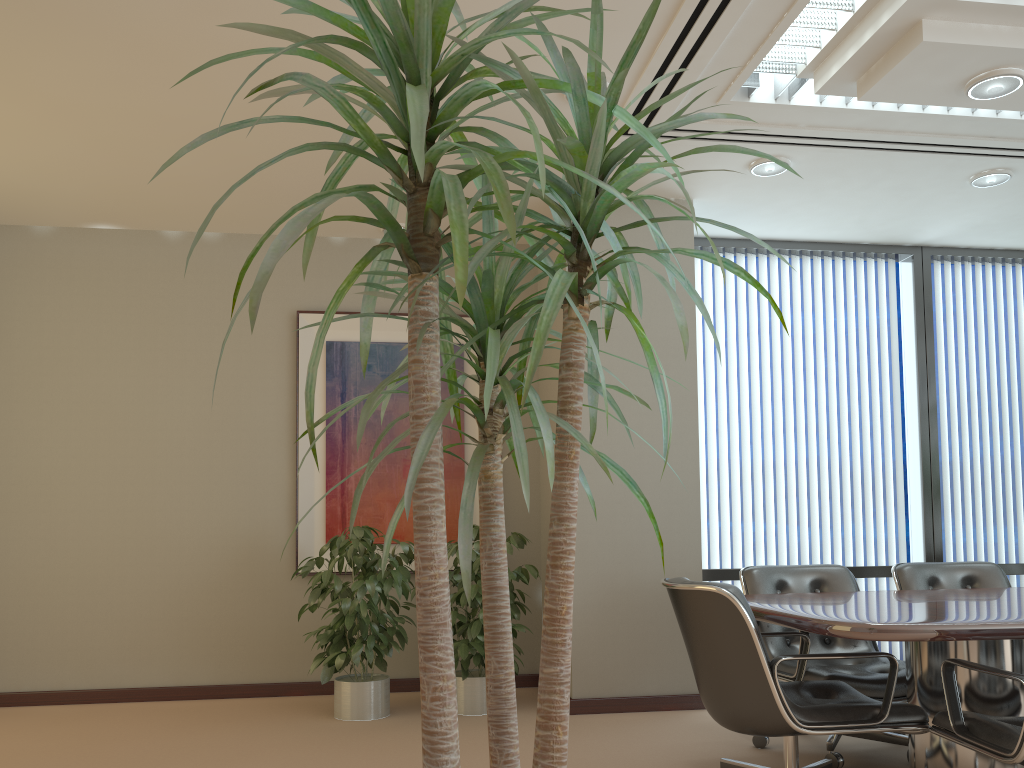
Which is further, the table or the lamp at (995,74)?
the lamp at (995,74)

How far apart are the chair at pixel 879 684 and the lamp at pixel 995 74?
2.3 meters

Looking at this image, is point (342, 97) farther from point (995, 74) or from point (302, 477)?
point (302, 477)

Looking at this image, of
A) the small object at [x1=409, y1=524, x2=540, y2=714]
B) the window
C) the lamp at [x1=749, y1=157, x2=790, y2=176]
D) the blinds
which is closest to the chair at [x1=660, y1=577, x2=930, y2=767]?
the small object at [x1=409, y1=524, x2=540, y2=714]

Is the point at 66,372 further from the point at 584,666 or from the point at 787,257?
the point at 787,257

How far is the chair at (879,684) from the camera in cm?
371

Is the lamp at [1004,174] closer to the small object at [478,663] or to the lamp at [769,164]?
the lamp at [769,164]

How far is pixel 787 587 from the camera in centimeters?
442cm

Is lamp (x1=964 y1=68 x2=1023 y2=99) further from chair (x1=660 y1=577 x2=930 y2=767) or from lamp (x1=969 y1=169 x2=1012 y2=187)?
chair (x1=660 y1=577 x2=930 y2=767)

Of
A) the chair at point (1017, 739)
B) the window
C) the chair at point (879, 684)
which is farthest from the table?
the window
